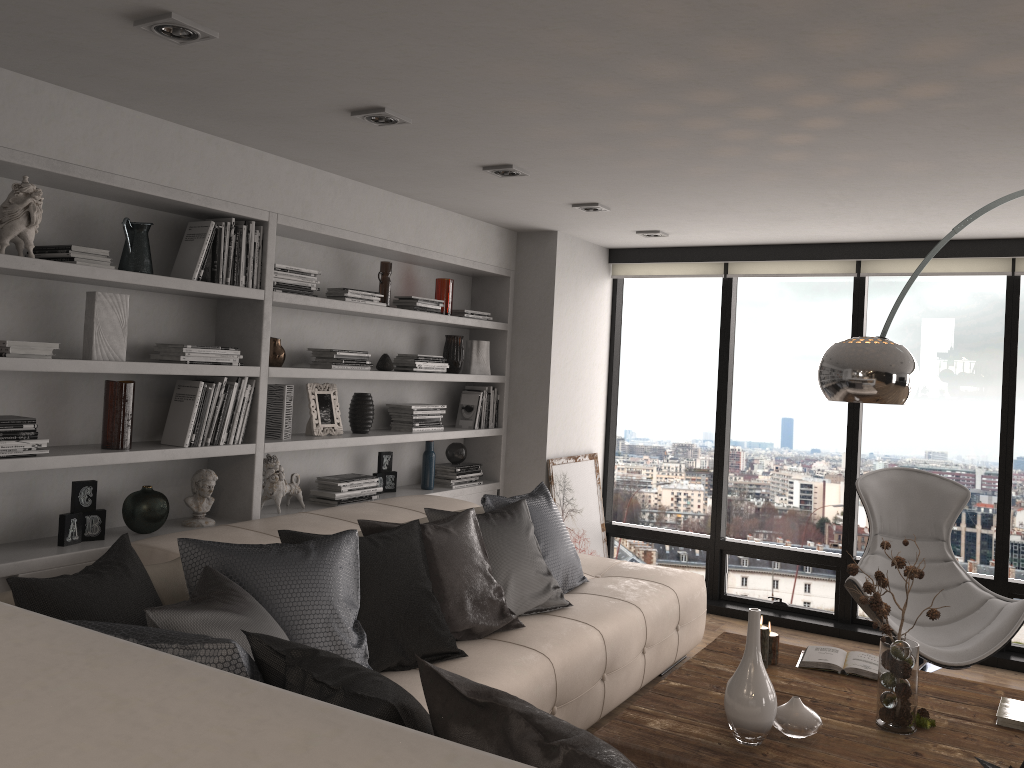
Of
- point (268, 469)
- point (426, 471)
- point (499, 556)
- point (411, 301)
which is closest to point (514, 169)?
point (411, 301)

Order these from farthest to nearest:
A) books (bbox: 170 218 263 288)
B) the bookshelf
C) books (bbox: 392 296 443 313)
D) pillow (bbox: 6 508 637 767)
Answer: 1. books (bbox: 392 296 443 313)
2. books (bbox: 170 218 263 288)
3. the bookshelf
4. pillow (bbox: 6 508 637 767)

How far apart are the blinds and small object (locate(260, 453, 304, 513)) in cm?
298

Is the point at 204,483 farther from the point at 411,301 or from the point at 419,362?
the point at 411,301

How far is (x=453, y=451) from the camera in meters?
5.5 m

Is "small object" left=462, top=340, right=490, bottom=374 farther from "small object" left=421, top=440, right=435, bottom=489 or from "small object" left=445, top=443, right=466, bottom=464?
"small object" left=421, top=440, right=435, bottom=489

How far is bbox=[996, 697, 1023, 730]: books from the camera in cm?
292

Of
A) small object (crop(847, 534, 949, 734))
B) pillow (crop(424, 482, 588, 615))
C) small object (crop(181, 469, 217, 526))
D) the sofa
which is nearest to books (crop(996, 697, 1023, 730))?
small object (crop(847, 534, 949, 734))

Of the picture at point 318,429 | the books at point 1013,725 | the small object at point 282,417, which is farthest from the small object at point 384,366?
the books at point 1013,725

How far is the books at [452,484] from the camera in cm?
539
